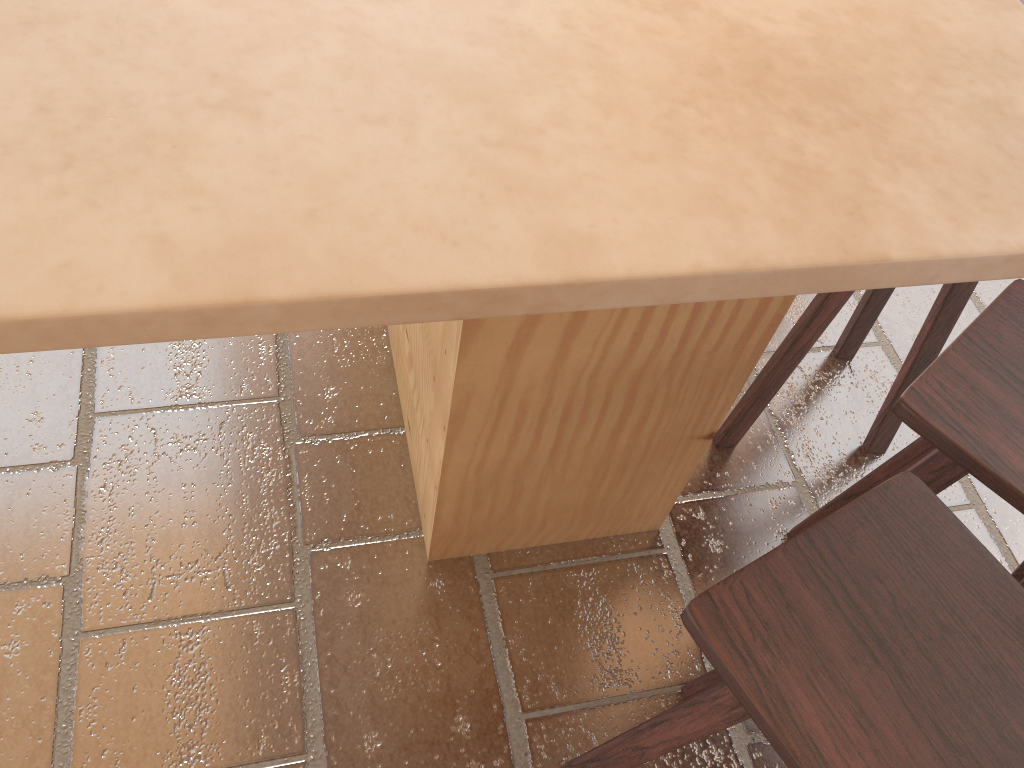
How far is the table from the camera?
0.69m

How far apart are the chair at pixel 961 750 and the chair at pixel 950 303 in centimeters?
63cm

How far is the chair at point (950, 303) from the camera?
1.85m

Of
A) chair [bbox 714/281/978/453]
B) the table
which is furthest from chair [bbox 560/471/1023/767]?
chair [bbox 714/281/978/453]

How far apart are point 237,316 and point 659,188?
0.4m

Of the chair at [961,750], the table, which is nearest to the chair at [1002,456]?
the chair at [961,750]

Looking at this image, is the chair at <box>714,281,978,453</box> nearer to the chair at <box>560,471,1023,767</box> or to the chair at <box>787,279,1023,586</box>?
the chair at <box>787,279,1023,586</box>

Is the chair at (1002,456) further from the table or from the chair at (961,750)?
the table

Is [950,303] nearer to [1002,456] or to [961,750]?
[1002,456]

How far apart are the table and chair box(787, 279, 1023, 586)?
0.2 meters
